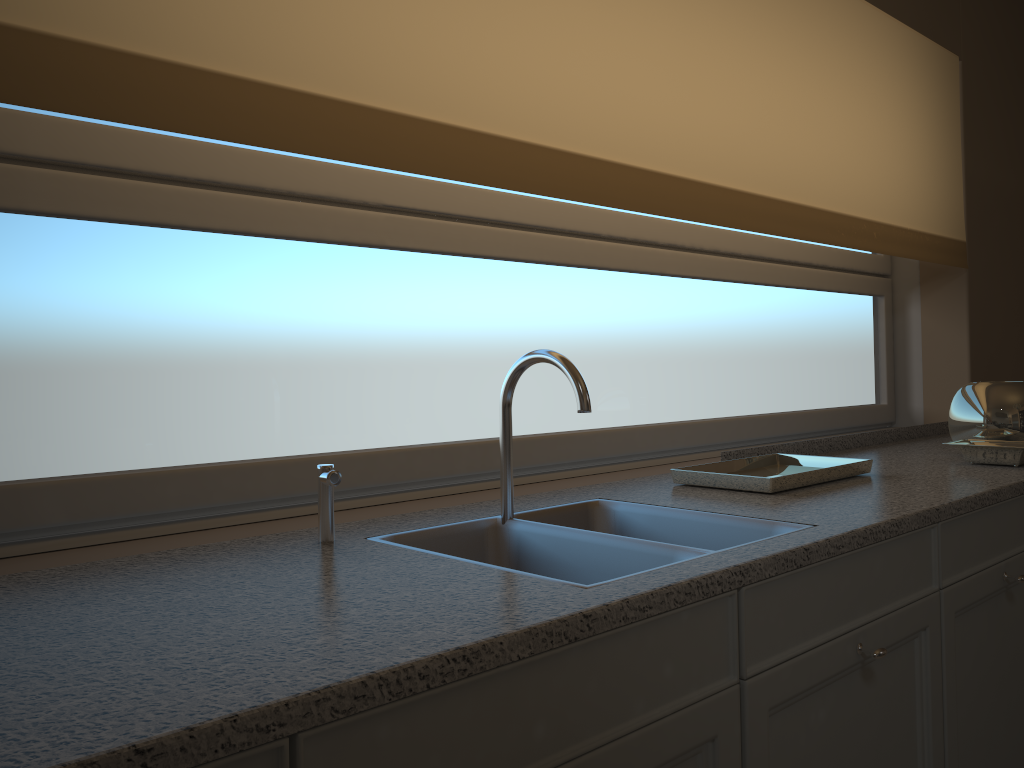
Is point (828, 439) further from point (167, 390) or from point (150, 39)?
point (150, 39)

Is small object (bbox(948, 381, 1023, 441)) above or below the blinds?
below

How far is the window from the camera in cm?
139

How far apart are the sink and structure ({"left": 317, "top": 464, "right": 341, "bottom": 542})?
0.1m

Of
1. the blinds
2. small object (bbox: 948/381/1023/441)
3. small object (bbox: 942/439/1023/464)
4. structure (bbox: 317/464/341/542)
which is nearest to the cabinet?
small object (bbox: 942/439/1023/464)

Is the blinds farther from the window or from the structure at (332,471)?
the structure at (332,471)

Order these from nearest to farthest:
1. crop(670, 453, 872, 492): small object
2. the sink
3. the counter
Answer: the counter < the sink < crop(670, 453, 872, 492): small object

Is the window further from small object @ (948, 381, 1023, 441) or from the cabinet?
the cabinet

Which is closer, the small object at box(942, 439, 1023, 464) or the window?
the window

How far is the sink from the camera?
1.31m
